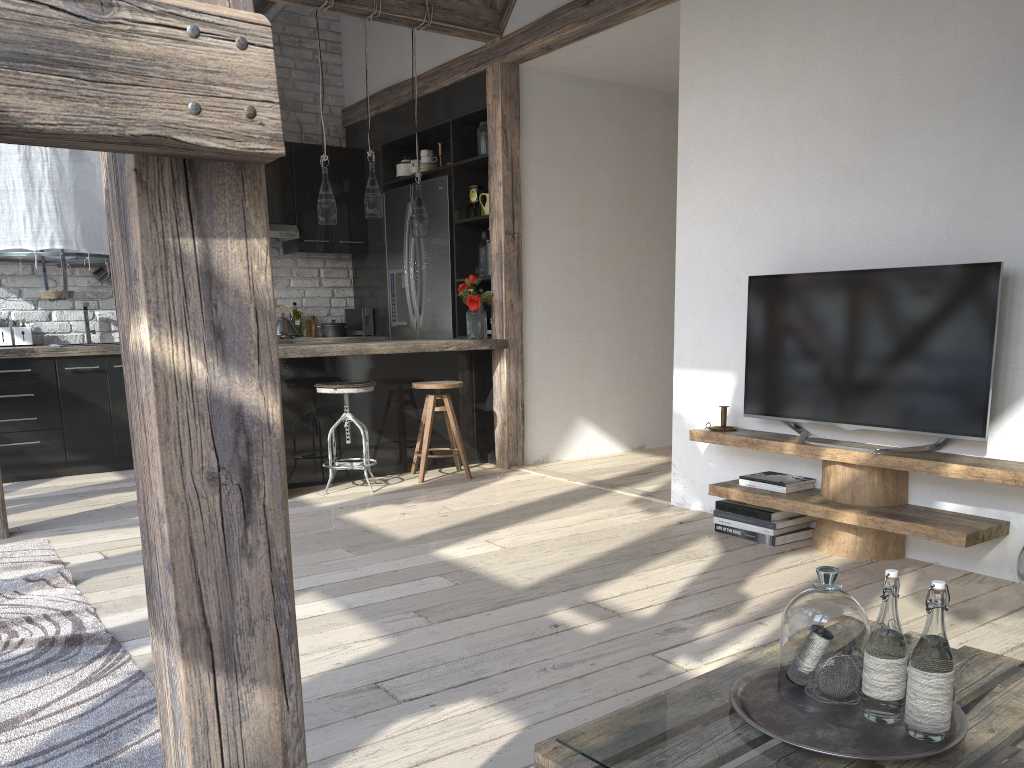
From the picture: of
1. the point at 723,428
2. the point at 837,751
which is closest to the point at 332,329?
the point at 723,428

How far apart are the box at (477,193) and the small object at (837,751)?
4.86m

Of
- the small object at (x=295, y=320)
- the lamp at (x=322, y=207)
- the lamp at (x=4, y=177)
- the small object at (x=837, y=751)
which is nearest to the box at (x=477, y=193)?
the lamp at (x=322, y=207)

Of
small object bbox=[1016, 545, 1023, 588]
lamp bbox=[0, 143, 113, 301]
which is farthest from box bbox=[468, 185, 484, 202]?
small object bbox=[1016, 545, 1023, 588]

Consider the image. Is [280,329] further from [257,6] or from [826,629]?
[826,629]

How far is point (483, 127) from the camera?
5.8m

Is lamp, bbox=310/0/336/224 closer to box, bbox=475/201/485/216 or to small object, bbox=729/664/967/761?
box, bbox=475/201/485/216

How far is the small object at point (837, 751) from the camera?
1.4 meters

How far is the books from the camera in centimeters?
377cm

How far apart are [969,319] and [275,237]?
5.04m
